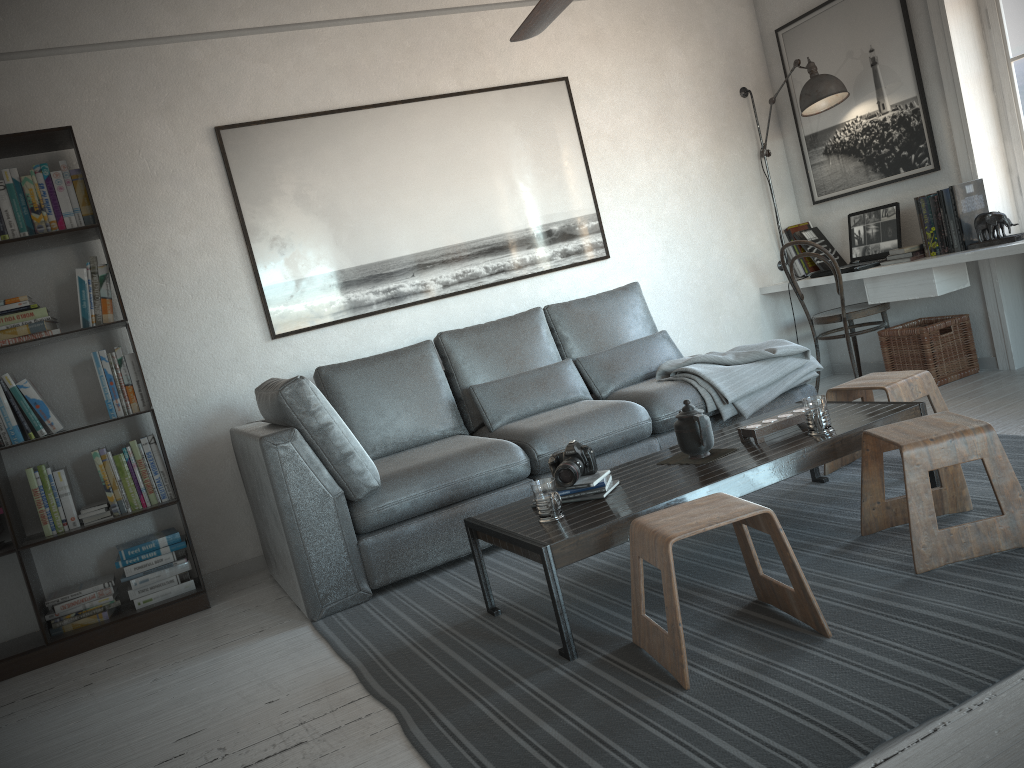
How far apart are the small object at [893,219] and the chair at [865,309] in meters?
0.1 m

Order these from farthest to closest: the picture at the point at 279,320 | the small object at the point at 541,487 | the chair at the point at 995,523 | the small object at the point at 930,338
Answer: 1. the small object at the point at 930,338
2. the picture at the point at 279,320
3. the small object at the point at 541,487
4. the chair at the point at 995,523

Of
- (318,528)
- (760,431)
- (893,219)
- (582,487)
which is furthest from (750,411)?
(318,528)

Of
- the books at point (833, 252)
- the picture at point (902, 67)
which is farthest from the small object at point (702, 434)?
the books at point (833, 252)

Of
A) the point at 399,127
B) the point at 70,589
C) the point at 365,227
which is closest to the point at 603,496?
the point at 365,227

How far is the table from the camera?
2.4m

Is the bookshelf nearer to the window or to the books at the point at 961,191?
the books at the point at 961,191

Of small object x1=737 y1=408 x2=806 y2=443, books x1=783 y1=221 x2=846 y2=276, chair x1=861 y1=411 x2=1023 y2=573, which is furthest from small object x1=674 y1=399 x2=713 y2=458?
books x1=783 y1=221 x2=846 y2=276

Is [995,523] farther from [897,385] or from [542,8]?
[542,8]

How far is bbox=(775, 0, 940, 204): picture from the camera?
4.7 meters
